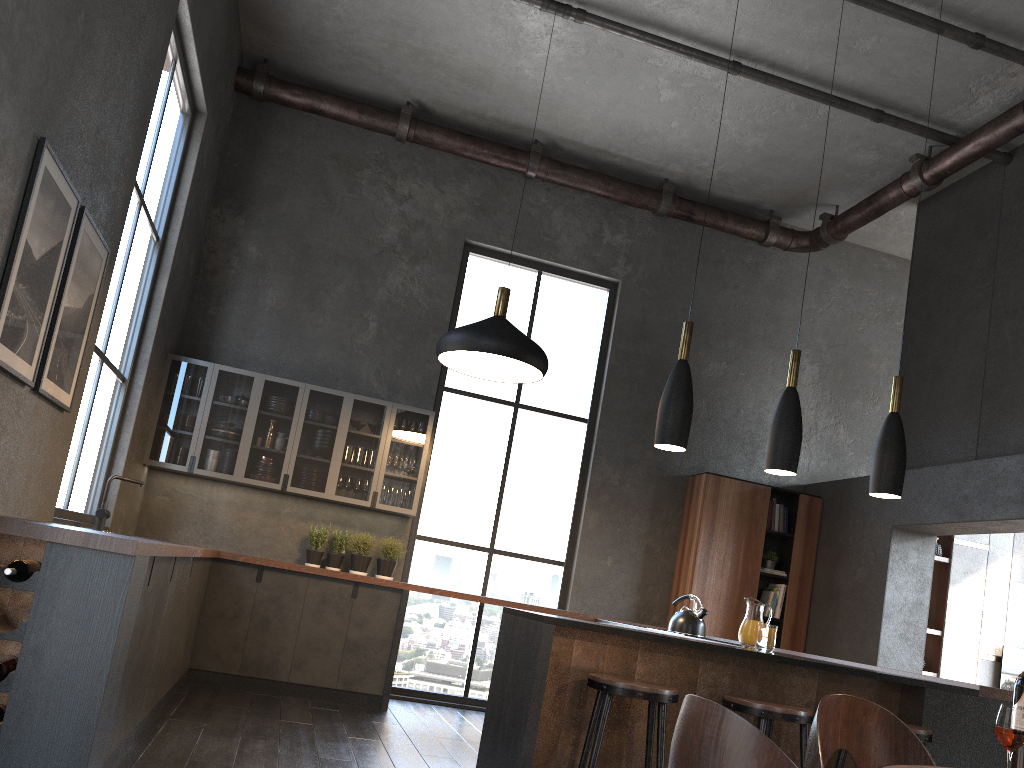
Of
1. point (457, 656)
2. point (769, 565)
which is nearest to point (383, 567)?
point (457, 656)

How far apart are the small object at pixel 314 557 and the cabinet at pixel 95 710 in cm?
49

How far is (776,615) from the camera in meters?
7.7 m

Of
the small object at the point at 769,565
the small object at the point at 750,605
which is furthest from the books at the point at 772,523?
the small object at the point at 750,605

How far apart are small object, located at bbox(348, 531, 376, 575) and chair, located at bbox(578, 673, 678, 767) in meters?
3.8

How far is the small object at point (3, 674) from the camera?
2.8 meters

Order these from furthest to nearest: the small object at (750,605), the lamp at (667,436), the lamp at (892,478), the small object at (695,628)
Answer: the small object at (695,628)
the lamp at (892,478)
the lamp at (667,436)
the small object at (750,605)

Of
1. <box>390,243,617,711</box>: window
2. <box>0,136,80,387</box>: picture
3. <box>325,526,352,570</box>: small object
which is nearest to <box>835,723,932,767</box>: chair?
<box>0,136,80,387</box>: picture

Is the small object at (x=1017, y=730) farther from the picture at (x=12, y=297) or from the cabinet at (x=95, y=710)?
the picture at (x=12, y=297)

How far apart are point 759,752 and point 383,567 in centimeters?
617cm
